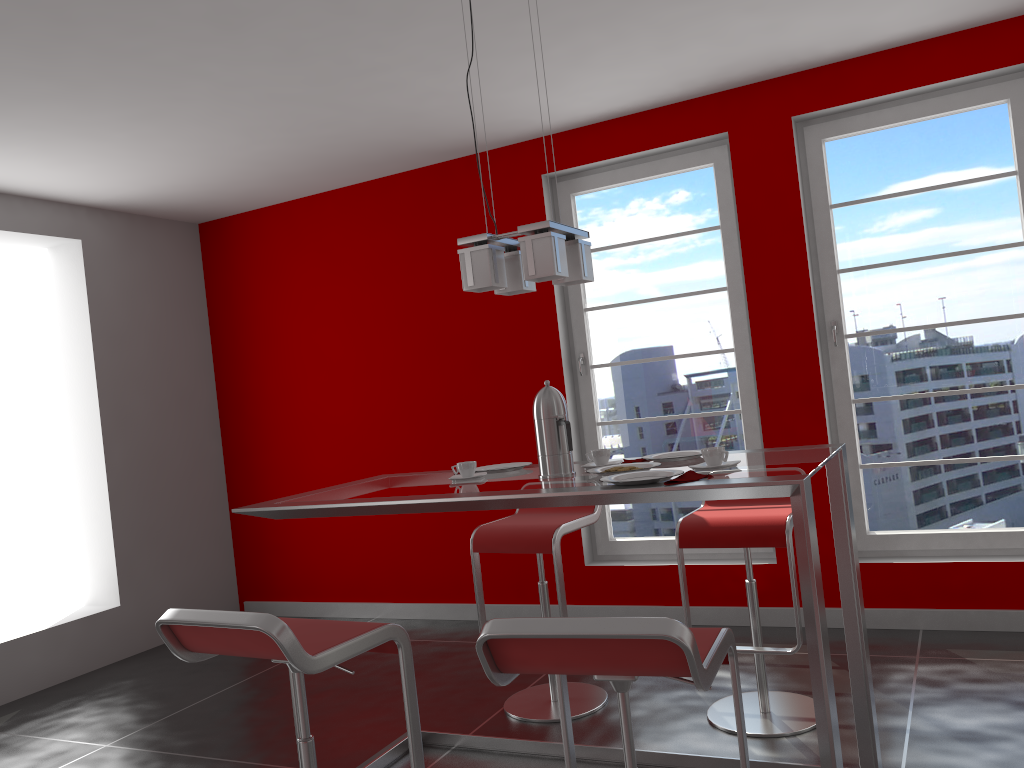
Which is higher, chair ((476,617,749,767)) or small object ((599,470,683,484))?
small object ((599,470,683,484))

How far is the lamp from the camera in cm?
249

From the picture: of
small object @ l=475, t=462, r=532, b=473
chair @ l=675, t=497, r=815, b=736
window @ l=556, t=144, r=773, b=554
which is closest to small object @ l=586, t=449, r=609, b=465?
small object @ l=475, t=462, r=532, b=473

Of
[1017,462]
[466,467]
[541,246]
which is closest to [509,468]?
[466,467]

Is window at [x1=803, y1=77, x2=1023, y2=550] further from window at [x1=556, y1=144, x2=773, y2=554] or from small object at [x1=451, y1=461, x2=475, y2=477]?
small object at [x1=451, y1=461, x2=475, y2=477]

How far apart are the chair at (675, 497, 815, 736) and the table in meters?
0.3 m

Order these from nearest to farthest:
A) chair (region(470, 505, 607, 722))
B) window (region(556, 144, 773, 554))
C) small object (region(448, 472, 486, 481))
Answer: small object (region(448, 472, 486, 481))
chair (region(470, 505, 607, 722))
window (region(556, 144, 773, 554))

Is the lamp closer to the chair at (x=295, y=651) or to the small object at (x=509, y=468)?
the small object at (x=509, y=468)

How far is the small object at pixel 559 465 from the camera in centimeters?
259cm

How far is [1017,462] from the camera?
3.9 meters
